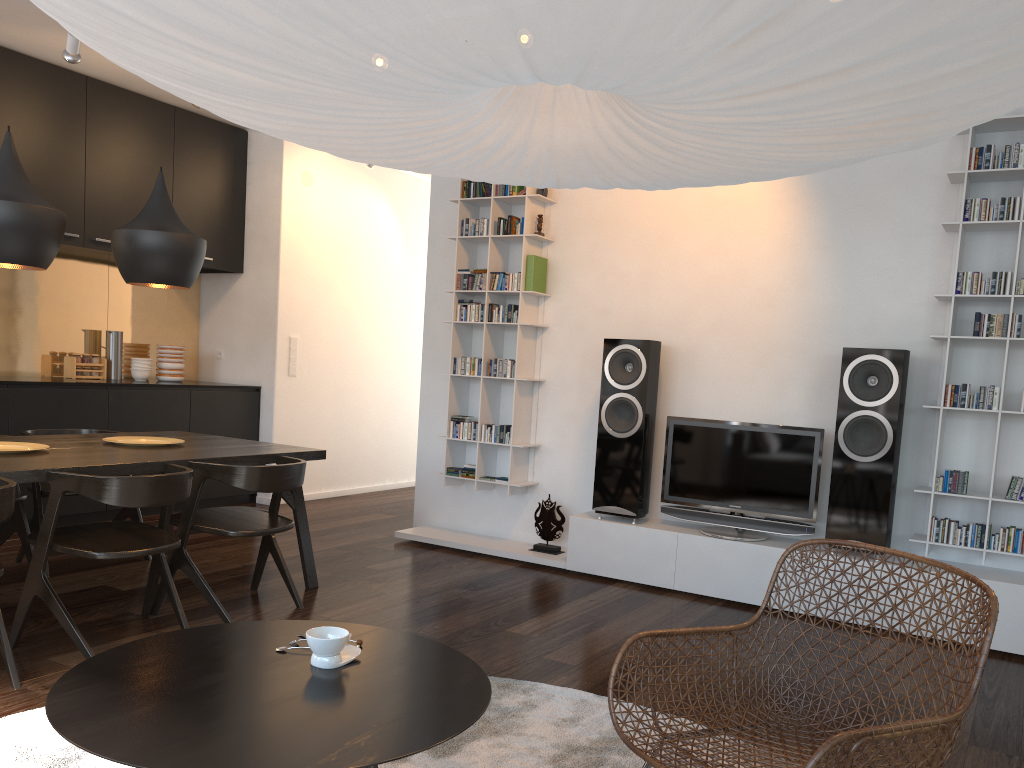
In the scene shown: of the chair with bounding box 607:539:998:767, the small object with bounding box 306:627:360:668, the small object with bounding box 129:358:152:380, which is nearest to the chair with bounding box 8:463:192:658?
the small object with bounding box 306:627:360:668

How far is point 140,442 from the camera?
4.14m

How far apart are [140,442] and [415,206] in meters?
4.3 m

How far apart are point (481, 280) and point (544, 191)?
0.66m

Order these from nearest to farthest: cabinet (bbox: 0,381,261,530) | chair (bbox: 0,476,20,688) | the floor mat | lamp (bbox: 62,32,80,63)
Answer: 1. the floor mat
2. chair (bbox: 0,476,20,688)
3. lamp (bbox: 62,32,80,63)
4. cabinet (bbox: 0,381,261,530)

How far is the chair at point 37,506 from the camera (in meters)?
4.24

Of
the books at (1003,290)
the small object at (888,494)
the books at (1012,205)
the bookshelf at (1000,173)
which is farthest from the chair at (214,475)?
the books at (1012,205)

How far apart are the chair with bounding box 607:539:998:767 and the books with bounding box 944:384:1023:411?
2.05m

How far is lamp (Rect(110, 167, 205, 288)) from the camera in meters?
3.9

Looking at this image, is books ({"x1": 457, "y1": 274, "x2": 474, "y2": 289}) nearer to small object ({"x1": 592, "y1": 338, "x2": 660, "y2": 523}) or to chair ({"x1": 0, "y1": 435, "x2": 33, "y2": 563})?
small object ({"x1": 592, "y1": 338, "x2": 660, "y2": 523})
